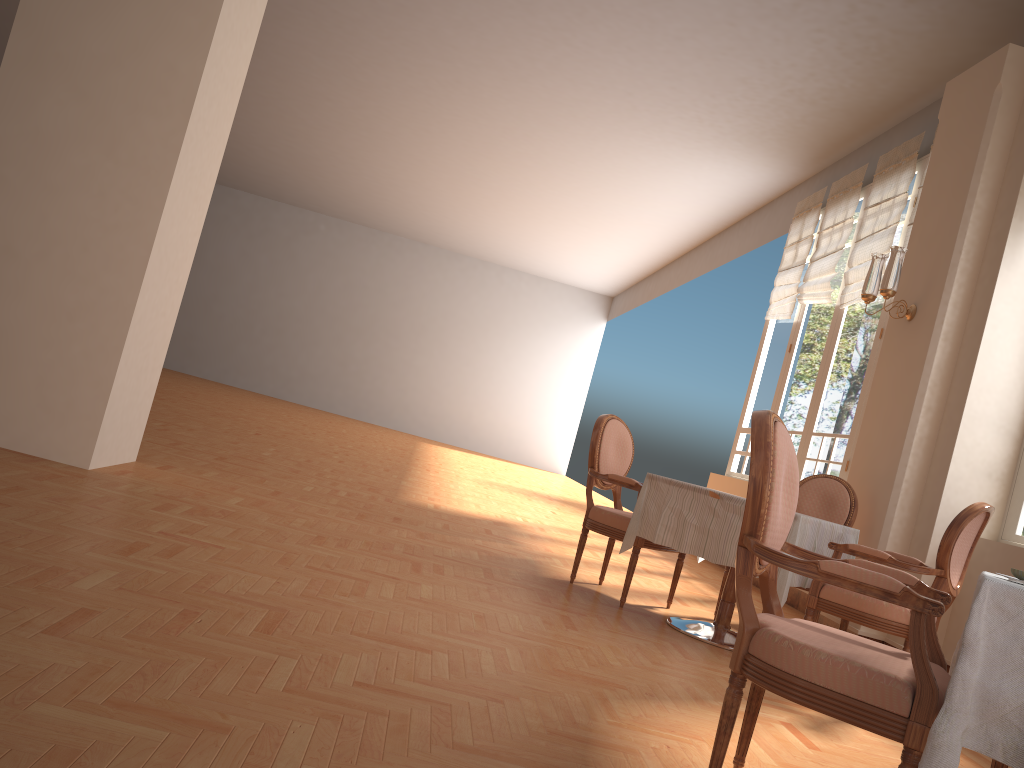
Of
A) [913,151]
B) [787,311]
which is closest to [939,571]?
[913,151]

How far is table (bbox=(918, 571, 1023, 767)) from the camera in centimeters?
157cm

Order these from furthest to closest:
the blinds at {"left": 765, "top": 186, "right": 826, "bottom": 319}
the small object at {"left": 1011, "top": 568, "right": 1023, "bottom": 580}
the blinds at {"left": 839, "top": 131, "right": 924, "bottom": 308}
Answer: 1. the blinds at {"left": 765, "top": 186, "right": 826, "bottom": 319}
2. the blinds at {"left": 839, "top": 131, "right": 924, "bottom": 308}
3. the small object at {"left": 1011, "top": 568, "right": 1023, "bottom": 580}

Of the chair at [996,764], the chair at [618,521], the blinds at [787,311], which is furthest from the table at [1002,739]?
the blinds at [787,311]

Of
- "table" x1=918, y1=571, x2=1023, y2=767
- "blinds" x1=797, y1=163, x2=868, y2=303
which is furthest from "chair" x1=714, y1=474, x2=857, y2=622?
"blinds" x1=797, y1=163, x2=868, y2=303

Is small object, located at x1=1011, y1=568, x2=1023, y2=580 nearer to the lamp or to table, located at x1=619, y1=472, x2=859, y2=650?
table, located at x1=619, y1=472, x2=859, y2=650

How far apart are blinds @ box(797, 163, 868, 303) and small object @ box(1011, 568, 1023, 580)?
5.8m

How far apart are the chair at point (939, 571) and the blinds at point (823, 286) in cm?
381

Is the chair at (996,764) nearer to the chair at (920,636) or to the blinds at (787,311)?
the chair at (920,636)

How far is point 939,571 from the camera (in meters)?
3.57
